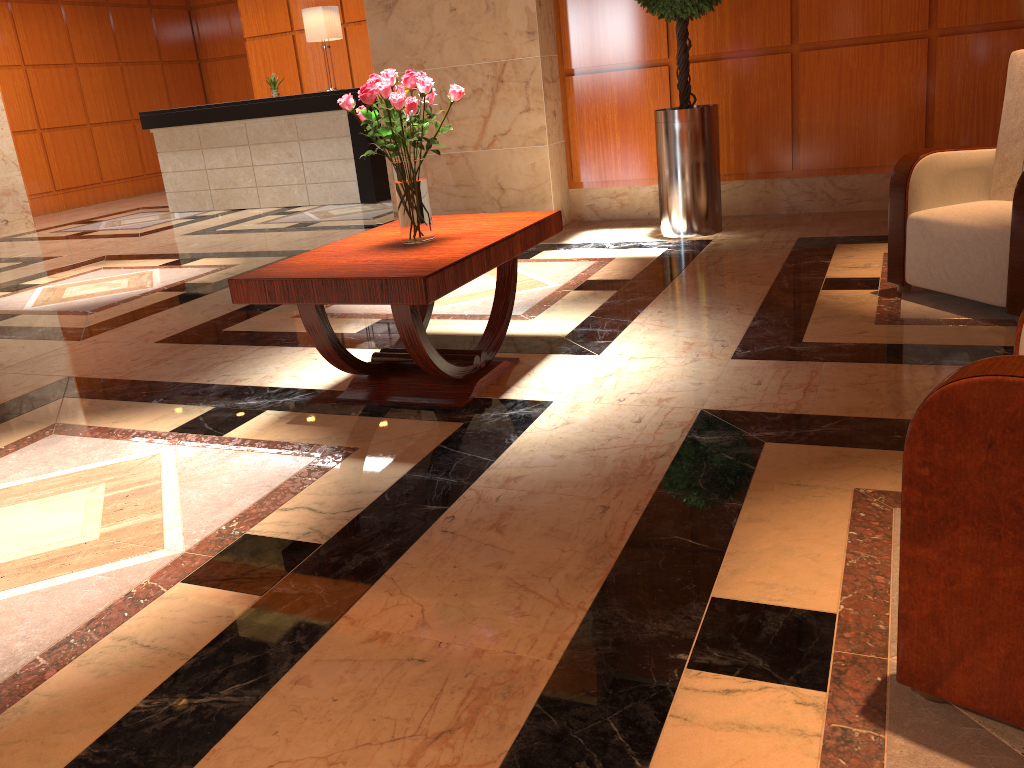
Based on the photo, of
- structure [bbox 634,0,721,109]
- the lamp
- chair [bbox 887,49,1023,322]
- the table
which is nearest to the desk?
the lamp

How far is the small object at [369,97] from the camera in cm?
289

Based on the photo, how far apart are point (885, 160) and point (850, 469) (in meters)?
4.01

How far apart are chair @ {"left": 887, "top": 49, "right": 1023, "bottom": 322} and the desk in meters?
6.1

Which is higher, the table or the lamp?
the lamp

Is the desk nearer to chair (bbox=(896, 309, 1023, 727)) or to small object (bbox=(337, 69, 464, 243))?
small object (bbox=(337, 69, 464, 243))

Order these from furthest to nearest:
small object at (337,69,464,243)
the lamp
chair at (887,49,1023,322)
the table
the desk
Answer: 1. the desk
2. the lamp
3. chair at (887,49,1023,322)
4. small object at (337,69,464,243)
5. the table

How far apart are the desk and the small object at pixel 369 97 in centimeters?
593cm

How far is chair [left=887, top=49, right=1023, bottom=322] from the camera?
3.27m

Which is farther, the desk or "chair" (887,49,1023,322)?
the desk
